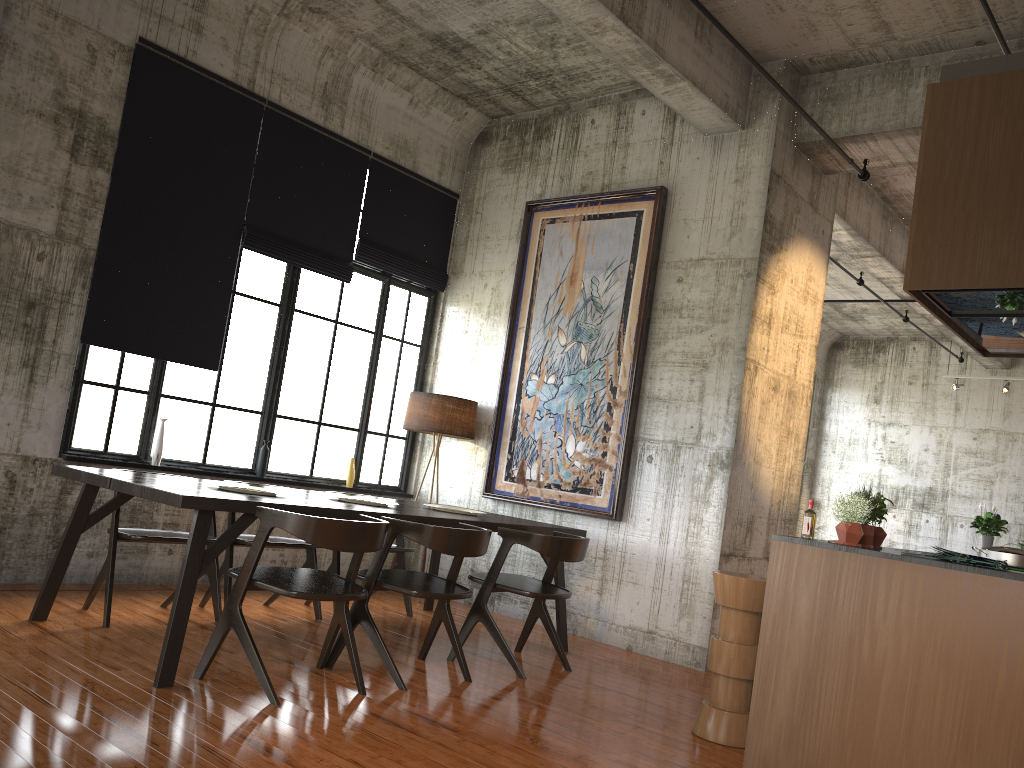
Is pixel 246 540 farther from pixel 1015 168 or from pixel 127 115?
pixel 1015 168

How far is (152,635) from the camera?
5.7 meters

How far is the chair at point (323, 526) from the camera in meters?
4.7 m

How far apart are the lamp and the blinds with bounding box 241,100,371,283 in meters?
1.3

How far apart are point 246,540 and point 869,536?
4.3m

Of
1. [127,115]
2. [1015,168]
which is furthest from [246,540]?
[1015,168]

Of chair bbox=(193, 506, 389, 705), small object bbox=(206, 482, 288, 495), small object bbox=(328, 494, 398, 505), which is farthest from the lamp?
chair bbox=(193, 506, 389, 705)

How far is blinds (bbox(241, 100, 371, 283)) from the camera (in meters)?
8.17

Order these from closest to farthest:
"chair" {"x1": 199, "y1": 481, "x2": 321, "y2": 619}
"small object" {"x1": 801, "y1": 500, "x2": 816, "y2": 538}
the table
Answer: the table, "small object" {"x1": 801, "y1": 500, "x2": 816, "y2": 538}, "chair" {"x1": 199, "y1": 481, "x2": 321, "y2": 619}

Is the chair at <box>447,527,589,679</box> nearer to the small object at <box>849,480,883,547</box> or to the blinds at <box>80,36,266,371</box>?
the small object at <box>849,480,883,547</box>
